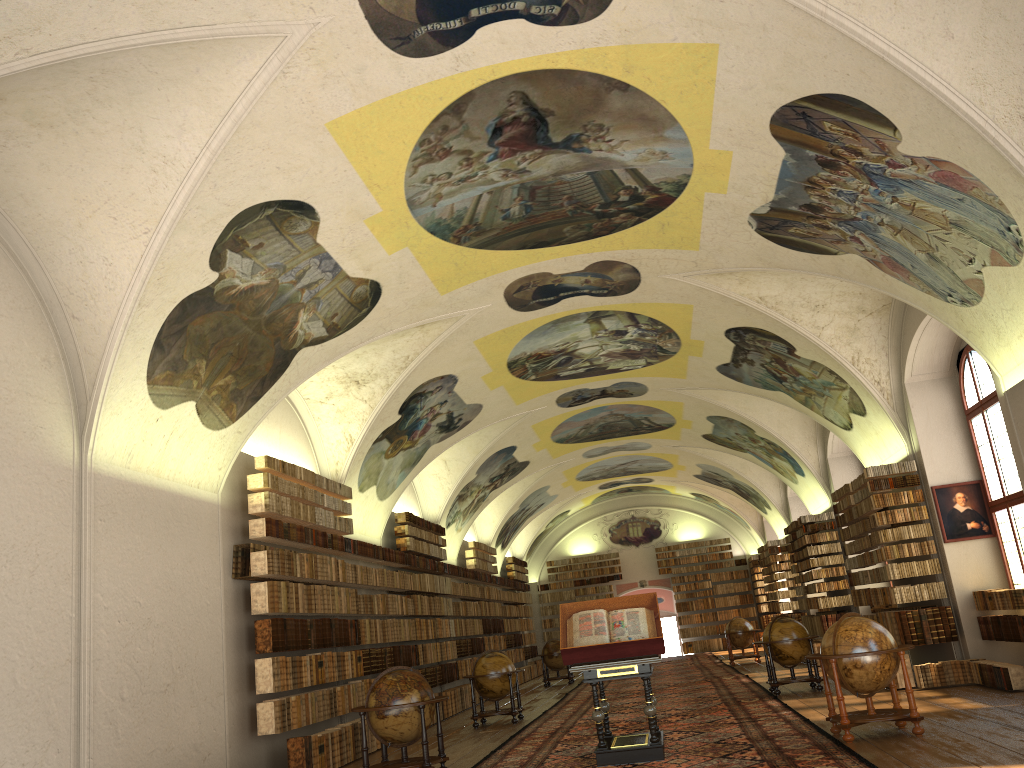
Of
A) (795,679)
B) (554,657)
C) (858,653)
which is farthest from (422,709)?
(554,657)

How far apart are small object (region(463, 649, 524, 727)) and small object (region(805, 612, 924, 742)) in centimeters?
771cm

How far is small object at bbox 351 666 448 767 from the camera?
11.10m

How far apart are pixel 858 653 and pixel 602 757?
3.2 meters

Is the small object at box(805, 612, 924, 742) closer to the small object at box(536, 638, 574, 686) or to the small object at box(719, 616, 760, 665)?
the small object at box(719, 616, 760, 665)

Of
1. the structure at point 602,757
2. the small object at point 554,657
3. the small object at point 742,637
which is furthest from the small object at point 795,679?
the small object at point 554,657

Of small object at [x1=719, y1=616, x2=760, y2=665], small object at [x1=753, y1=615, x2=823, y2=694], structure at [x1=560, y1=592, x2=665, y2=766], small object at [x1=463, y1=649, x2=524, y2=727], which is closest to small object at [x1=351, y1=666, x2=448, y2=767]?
structure at [x1=560, y1=592, x2=665, y2=766]

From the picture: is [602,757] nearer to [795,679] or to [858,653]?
[858,653]

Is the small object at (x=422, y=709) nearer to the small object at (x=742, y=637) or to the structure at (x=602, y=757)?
the structure at (x=602, y=757)

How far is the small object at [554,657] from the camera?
27.9 meters
